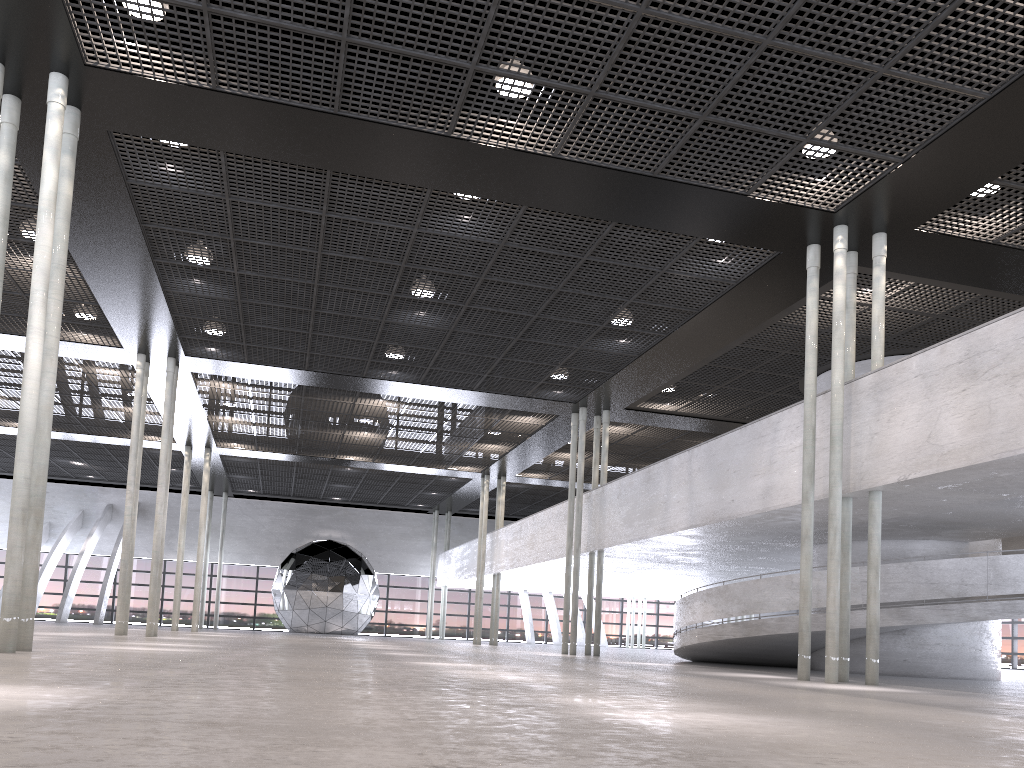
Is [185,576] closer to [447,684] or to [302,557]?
[302,557]
